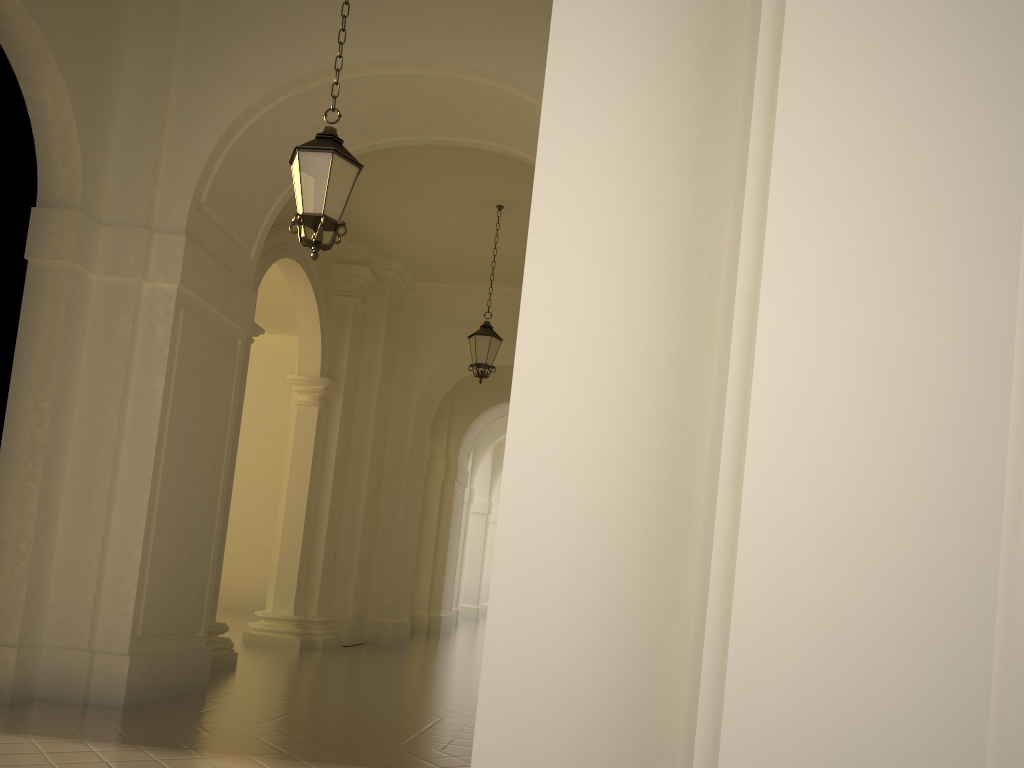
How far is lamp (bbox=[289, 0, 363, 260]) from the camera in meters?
5.8

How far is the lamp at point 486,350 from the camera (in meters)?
12.25

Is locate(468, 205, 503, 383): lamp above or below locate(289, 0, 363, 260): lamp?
above

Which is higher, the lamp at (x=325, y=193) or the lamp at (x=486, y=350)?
the lamp at (x=486, y=350)

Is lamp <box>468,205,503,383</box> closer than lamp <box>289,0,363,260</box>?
No

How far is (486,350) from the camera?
12.3 meters

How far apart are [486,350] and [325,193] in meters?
6.6 m

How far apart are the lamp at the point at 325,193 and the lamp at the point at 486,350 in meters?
6.3 m

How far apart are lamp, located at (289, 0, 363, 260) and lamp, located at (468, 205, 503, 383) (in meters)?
6.30
